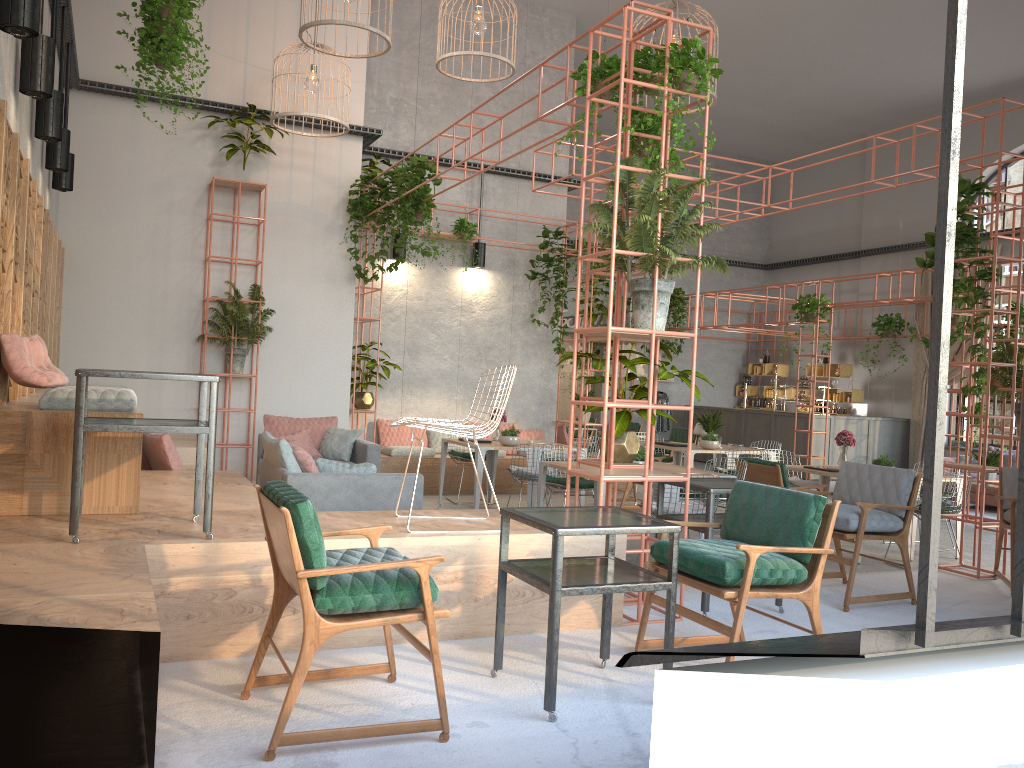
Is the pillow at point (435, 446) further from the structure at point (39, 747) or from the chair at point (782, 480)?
the chair at point (782, 480)

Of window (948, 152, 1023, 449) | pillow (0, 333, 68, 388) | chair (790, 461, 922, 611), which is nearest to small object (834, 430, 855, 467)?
chair (790, 461, 922, 611)

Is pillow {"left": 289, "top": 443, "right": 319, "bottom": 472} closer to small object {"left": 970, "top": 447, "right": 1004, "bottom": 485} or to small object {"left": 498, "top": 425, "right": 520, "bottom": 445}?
small object {"left": 498, "top": 425, "right": 520, "bottom": 445}

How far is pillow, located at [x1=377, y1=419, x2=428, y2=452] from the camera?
12.37m

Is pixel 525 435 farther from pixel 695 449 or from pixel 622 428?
pixel 622 428

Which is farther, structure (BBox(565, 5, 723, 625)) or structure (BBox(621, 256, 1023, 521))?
structure (BBox(621, 256, 1023, 521))

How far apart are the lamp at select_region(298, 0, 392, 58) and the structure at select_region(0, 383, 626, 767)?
4.2m

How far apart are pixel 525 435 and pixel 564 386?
6.9 meters

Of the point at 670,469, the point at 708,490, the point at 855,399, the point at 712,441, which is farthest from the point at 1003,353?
the point at 855,399

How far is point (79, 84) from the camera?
9.95m
